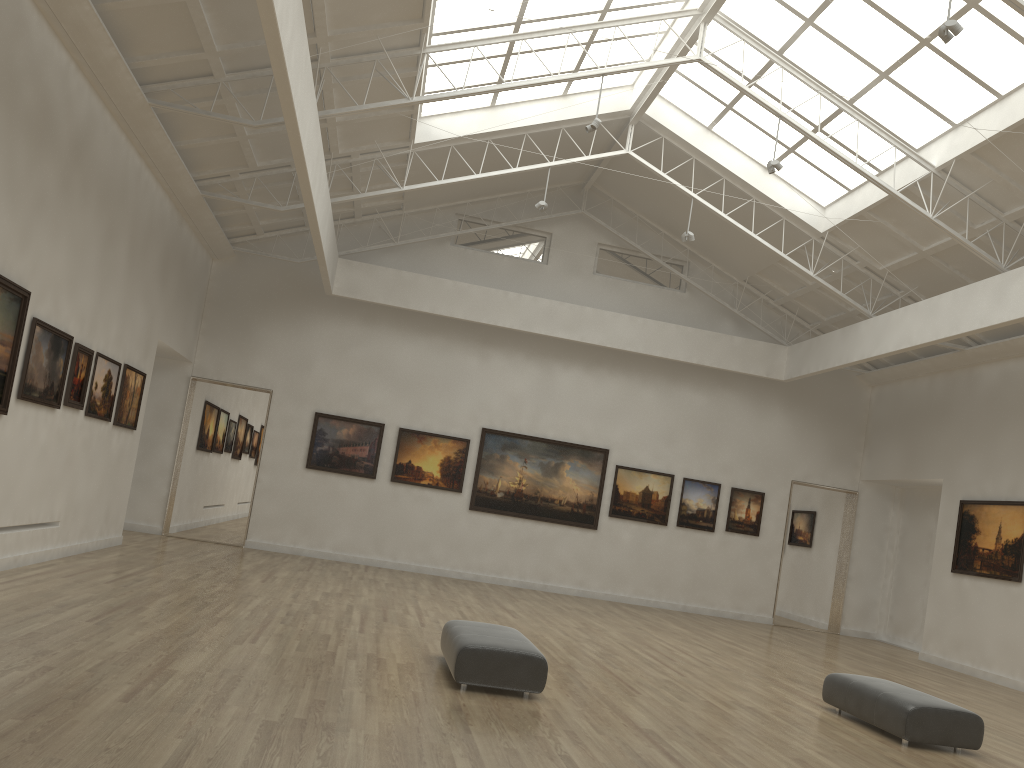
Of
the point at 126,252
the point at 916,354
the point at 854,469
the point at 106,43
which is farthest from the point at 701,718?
the point at 854,469
